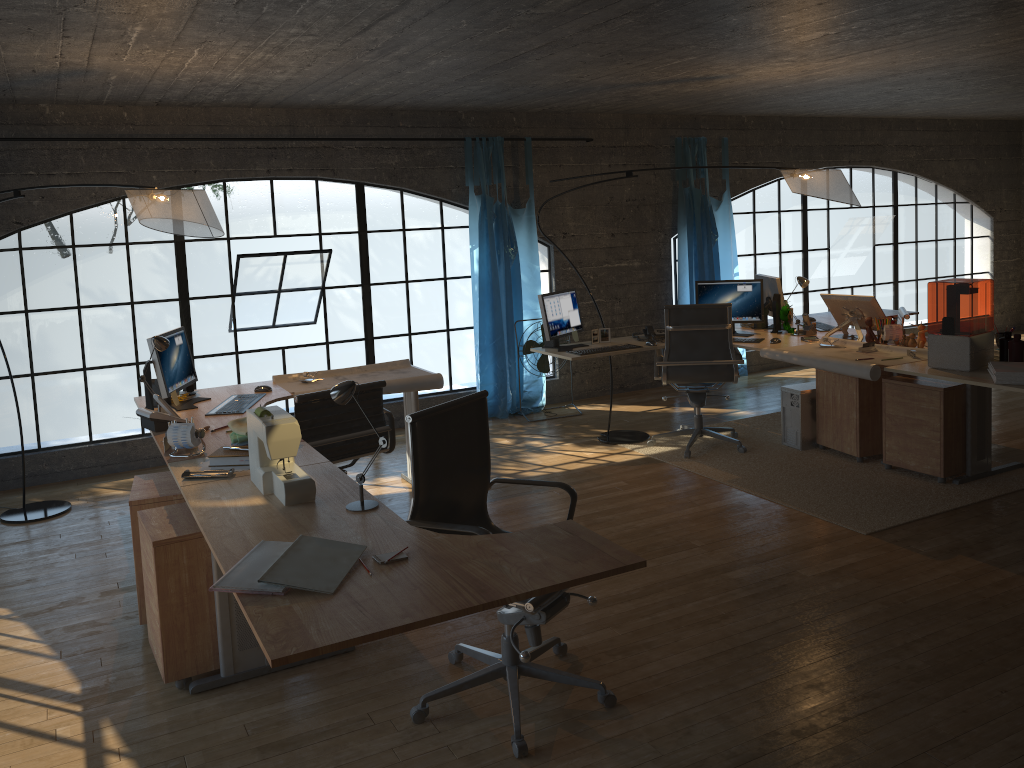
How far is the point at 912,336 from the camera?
5.3m

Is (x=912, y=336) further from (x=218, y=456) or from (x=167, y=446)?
(x=167, y=446)

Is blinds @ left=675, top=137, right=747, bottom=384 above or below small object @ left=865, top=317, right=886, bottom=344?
Answer: above

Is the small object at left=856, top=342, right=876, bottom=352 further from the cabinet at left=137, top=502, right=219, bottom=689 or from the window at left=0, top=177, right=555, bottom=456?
the cabinet at left=137, top=502, right=219, bottom=689

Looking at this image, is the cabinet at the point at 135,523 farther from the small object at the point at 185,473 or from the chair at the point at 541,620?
the chair at the point at 541,620

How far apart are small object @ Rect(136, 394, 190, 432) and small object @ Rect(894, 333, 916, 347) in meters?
4.2

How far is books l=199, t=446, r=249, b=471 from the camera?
3.41m

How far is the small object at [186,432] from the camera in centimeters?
355cm

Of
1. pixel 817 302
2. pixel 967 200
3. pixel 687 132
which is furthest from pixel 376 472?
pixel 817 302

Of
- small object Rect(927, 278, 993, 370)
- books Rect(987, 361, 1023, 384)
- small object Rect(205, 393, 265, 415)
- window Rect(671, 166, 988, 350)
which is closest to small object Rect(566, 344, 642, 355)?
small object Rect(927, 278, 993, 370)
